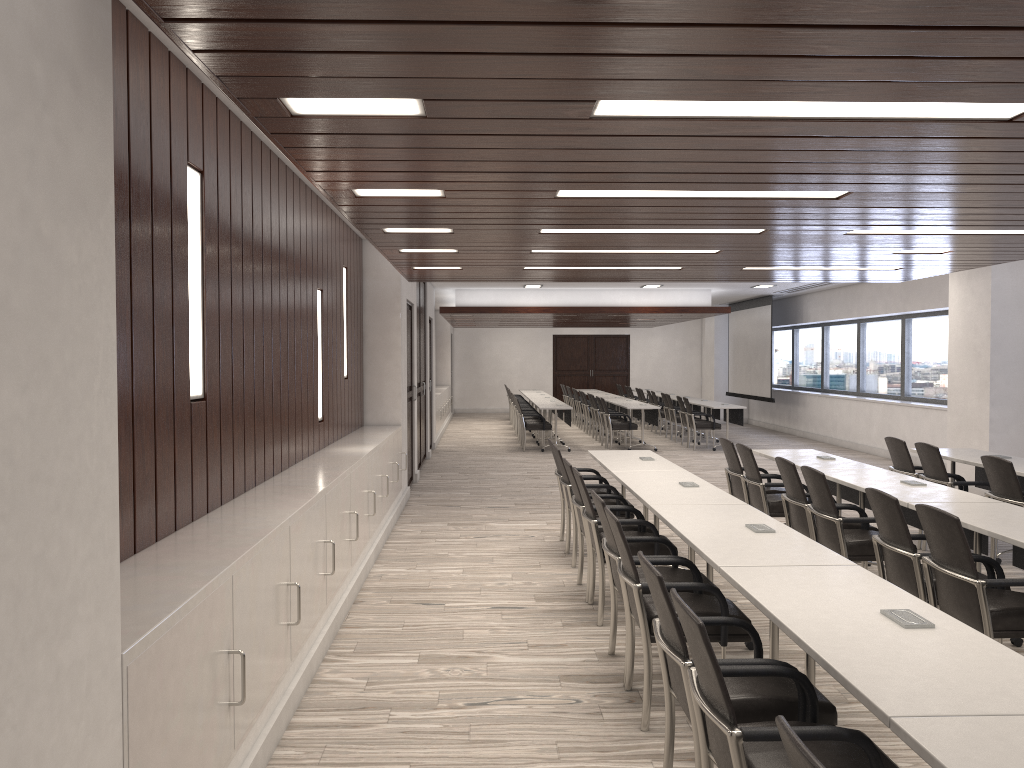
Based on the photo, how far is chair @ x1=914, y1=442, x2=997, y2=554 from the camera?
7.1m

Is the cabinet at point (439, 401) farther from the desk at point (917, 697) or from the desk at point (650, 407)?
the desk at point (917, 697)

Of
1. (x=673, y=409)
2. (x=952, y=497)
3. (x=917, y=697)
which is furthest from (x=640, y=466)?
(x=673, y=409)

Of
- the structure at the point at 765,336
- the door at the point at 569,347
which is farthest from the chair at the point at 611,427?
the door at the point at 569,347

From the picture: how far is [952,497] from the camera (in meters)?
5.38

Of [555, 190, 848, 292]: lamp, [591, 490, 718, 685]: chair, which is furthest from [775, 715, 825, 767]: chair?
[555, 190, 848, 292]: lamp

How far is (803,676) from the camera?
Result: 2.8 meters

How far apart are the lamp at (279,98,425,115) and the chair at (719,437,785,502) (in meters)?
5.22

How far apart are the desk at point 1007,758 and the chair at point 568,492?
4.8m

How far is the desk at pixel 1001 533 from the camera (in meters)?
4.28
